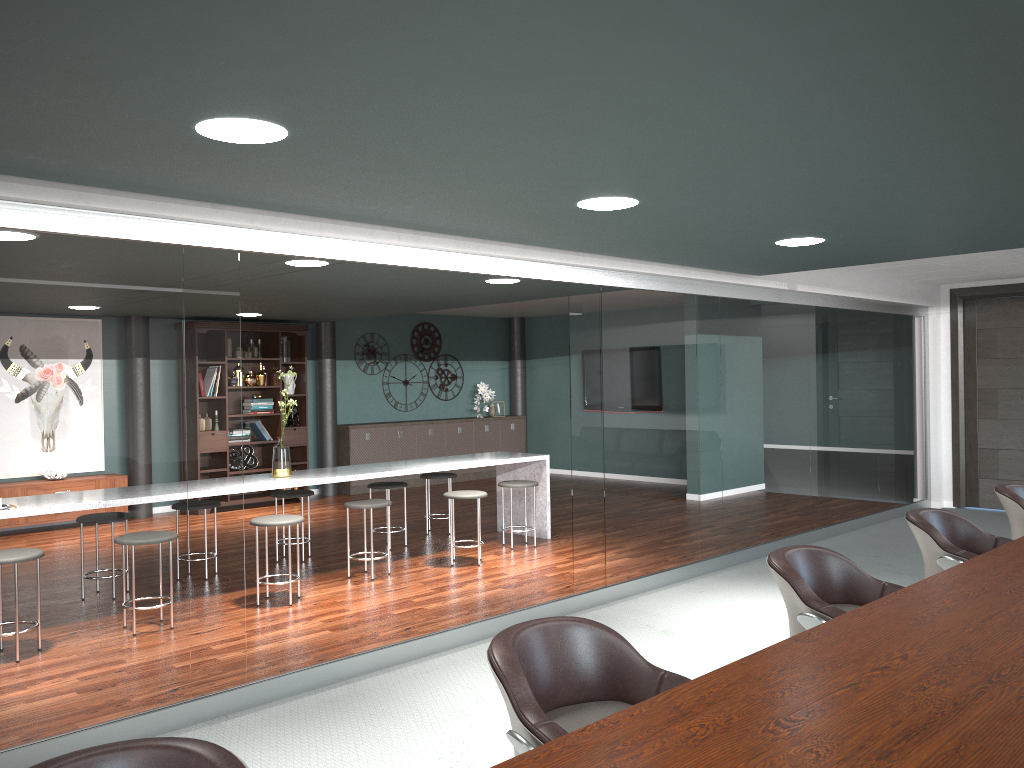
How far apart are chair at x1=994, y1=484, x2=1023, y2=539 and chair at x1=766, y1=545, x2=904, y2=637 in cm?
179

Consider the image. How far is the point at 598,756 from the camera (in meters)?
1.46

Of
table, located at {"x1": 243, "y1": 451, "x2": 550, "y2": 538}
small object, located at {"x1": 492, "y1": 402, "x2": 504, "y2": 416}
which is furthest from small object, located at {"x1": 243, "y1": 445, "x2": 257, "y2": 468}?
small object, located at {"x1": 492, "y1": 402, "x2": 504, "y2": 416}

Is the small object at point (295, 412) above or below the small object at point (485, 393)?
below

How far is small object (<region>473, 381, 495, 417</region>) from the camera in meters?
12.1 m

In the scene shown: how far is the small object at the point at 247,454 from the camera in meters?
9.7 m

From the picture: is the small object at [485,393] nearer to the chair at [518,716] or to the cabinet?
the cabinet

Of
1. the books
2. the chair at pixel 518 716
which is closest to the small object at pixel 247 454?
the books

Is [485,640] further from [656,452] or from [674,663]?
[656,452]

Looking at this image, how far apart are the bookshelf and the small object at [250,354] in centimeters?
8cm
